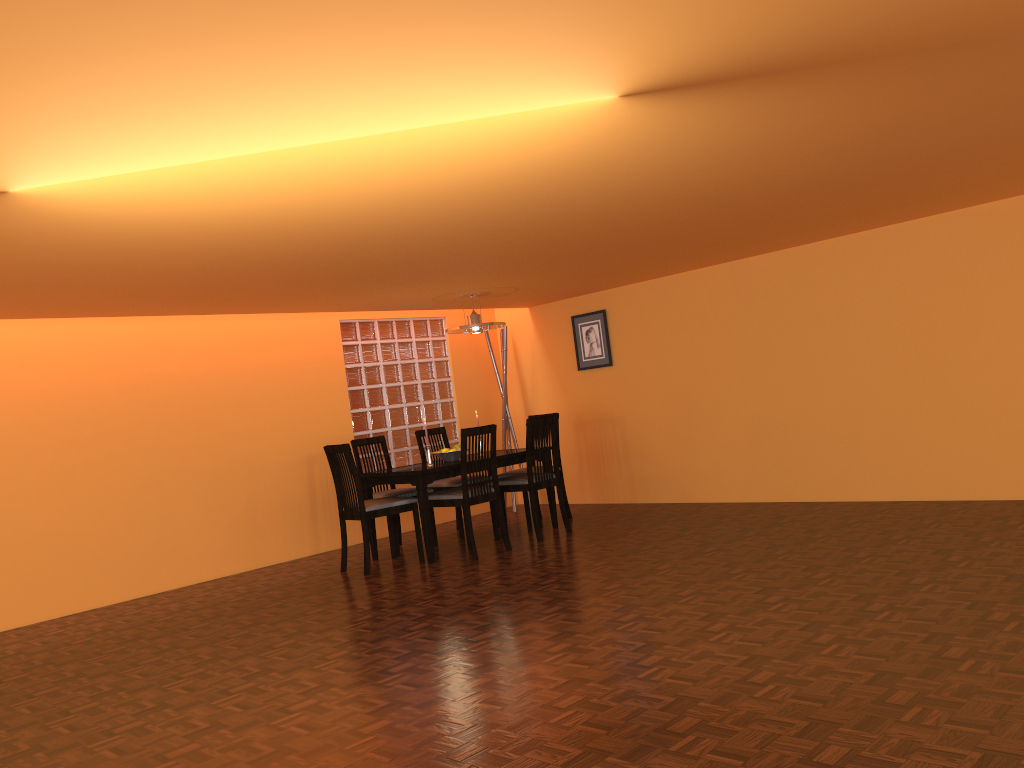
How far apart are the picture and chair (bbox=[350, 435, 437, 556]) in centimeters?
185cm

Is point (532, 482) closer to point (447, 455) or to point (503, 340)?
point (447, 455)

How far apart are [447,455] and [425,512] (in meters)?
0.62

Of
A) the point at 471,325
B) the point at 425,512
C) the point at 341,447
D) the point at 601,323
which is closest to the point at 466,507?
the point at 425,512

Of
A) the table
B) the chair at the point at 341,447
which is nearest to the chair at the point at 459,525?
the table

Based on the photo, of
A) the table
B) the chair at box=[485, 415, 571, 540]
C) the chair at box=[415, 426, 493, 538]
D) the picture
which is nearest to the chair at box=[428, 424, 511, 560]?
the table

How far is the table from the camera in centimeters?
543cm

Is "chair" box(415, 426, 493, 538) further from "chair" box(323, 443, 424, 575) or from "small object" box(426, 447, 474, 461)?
"chair" box(323, 443, 424, 575)

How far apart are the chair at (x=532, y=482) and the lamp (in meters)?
0.79

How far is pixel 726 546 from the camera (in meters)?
4.81
